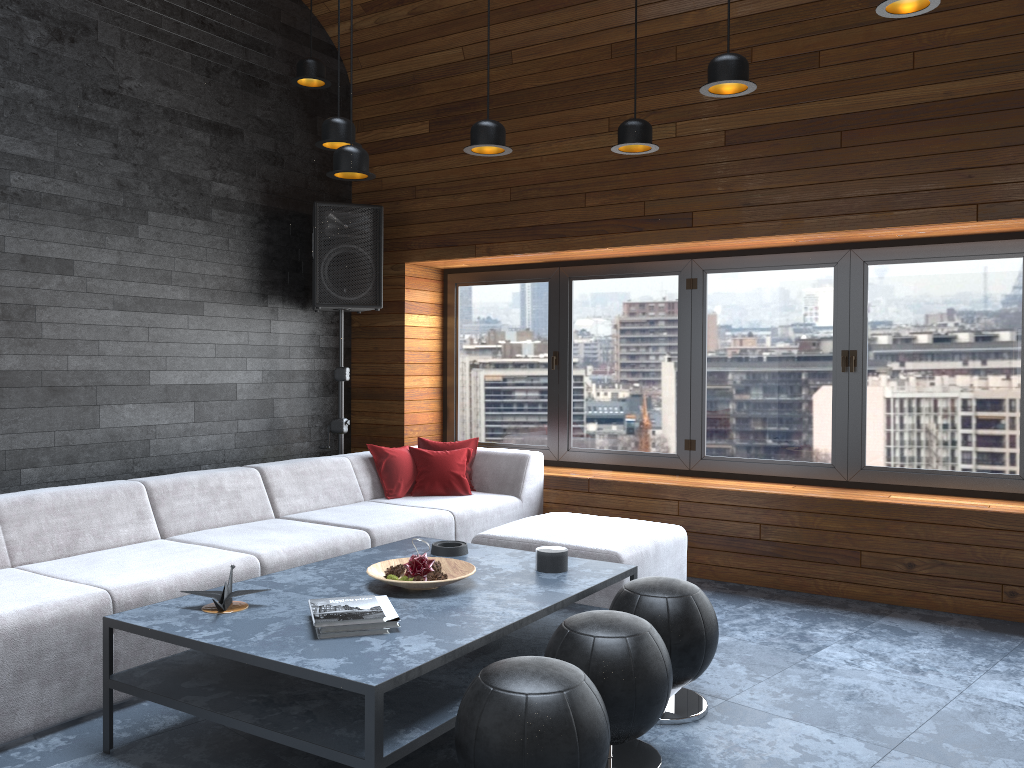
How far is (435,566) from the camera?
3.3m

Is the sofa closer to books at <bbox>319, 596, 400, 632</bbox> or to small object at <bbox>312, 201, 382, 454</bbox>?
small object at <bbox>312, 201, 382, 454</bbox>

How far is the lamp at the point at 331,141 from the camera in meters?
4.0 m

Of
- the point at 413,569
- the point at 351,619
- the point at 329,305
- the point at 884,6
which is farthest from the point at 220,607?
the point at 329,305

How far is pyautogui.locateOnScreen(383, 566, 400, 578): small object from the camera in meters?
3.2

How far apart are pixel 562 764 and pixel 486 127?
2.59m

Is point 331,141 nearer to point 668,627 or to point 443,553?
point 443,553

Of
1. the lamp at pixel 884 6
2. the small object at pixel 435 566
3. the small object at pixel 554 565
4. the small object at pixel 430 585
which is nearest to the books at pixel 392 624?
the small object at pixel 430 585

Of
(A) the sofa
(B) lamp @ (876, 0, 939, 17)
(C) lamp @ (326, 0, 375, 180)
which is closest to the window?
(A) the sofa

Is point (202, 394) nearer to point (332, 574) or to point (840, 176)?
point (332, 574)
